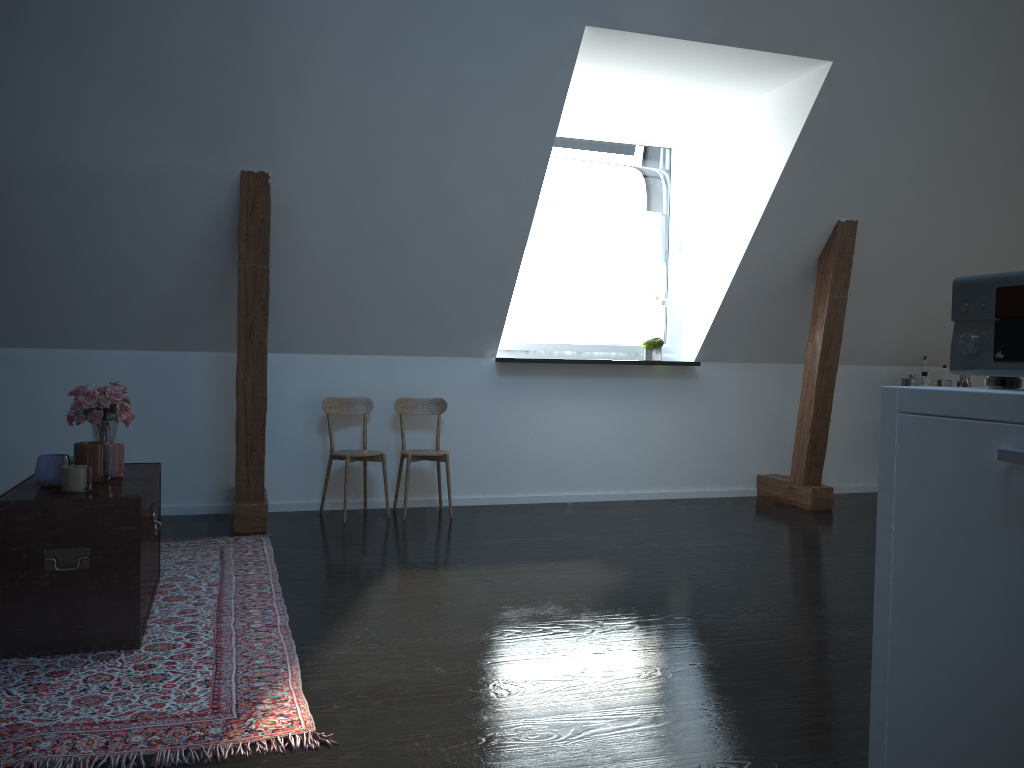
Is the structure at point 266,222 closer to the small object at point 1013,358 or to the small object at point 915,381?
the small object at point 915,381

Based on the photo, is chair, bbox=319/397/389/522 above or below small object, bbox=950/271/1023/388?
below

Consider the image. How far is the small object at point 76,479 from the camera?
2.9m

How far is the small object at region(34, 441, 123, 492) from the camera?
2.9m

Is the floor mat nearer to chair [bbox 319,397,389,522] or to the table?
the table

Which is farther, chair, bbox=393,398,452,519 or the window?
the window

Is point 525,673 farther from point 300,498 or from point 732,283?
point 732,283

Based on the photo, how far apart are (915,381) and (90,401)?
5.4 meters

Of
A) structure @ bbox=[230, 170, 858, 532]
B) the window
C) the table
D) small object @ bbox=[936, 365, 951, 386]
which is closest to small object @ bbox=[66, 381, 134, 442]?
the table

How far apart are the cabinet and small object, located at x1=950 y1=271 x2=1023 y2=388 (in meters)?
0.08
